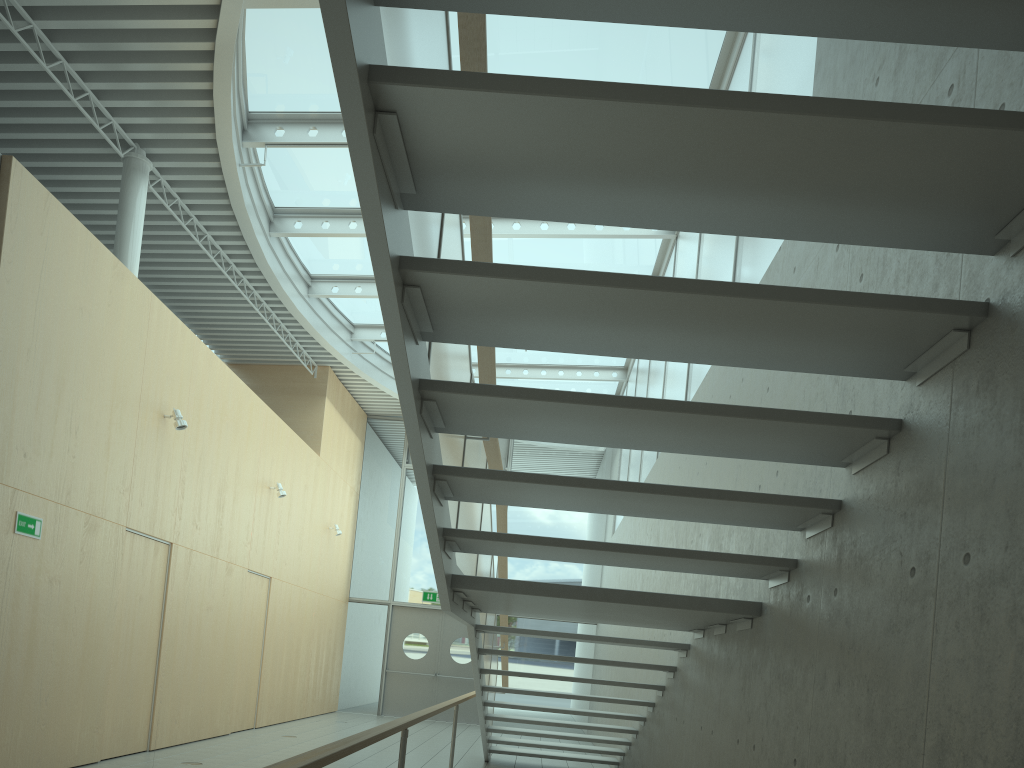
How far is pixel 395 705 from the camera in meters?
15.1

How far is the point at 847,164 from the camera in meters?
2.0 m

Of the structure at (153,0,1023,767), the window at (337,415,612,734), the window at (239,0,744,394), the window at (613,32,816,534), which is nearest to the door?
the window at (337,415,612,734)

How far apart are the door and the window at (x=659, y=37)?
4.3 meters

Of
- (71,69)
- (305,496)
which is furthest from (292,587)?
(71,69)

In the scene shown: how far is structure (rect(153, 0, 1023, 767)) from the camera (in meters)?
1.91

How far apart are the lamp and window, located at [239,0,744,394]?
2.5 meters

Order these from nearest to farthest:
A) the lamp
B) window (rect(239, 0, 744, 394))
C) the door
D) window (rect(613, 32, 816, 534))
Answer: window (rect(613, 32, 816, 534)), window (rect(239, 0, 744, 394)), the lamp, the door

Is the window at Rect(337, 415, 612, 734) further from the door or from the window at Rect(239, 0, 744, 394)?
the window at Rect(239, 0, 744, 394)

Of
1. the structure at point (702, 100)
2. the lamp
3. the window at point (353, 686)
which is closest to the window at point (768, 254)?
the window at point (353, 686)
